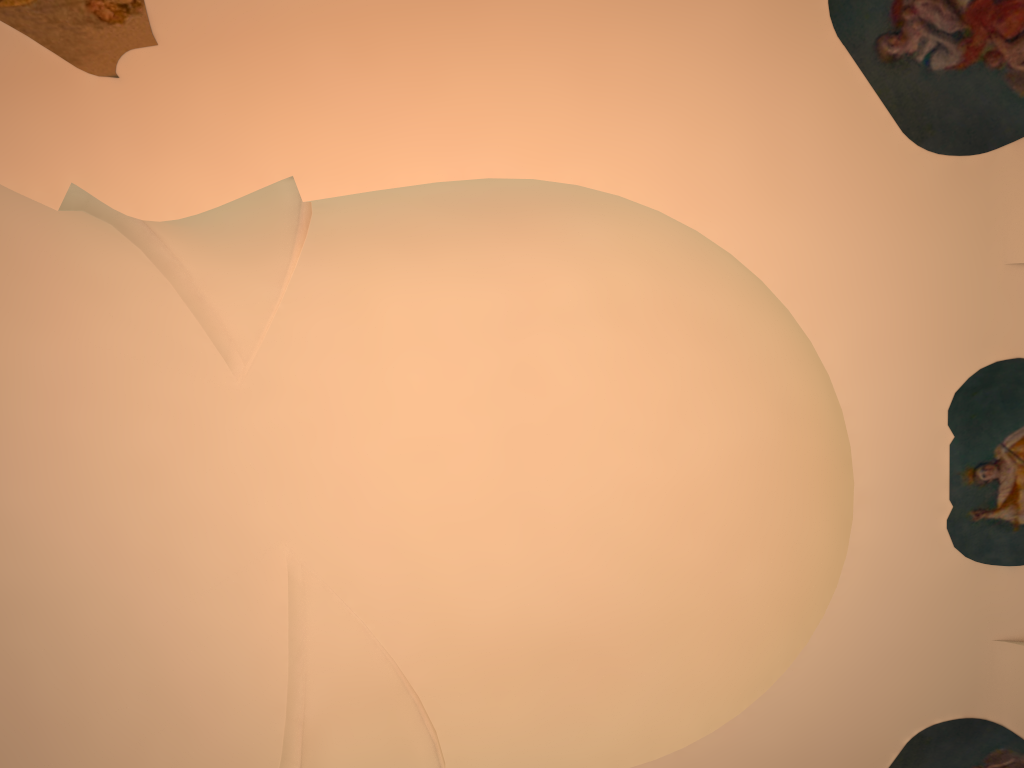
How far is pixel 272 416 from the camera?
7.4m
